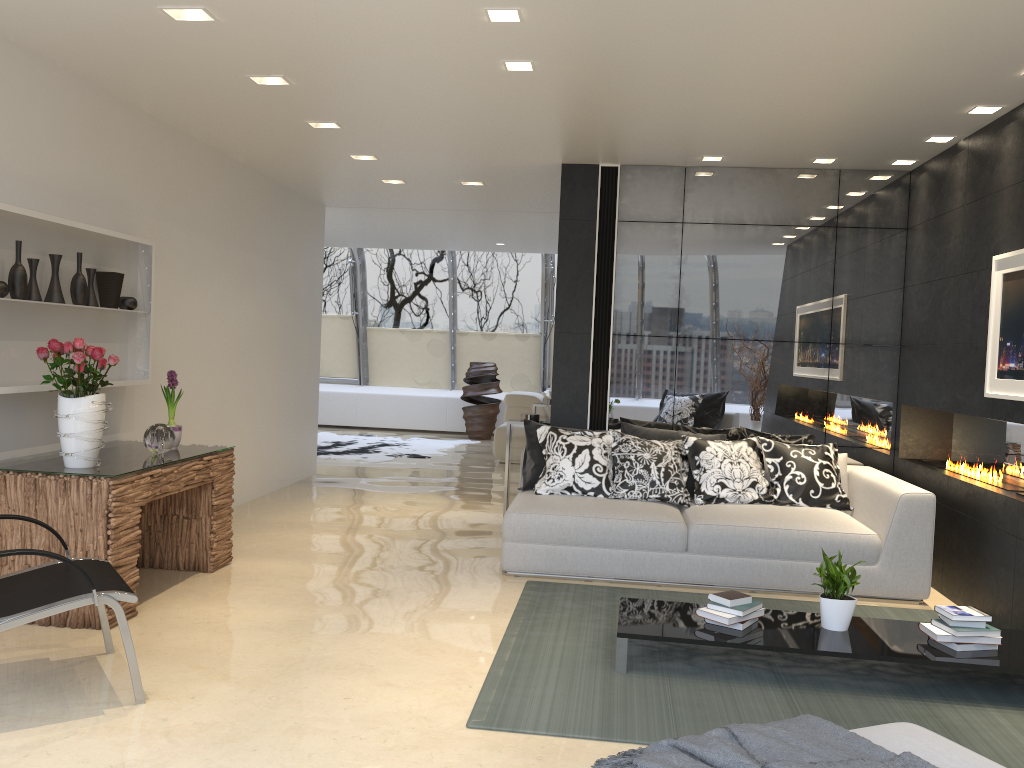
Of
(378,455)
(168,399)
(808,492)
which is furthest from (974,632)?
(378,455)

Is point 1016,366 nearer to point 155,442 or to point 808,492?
point 808,492

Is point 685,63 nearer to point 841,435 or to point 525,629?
point 525,629

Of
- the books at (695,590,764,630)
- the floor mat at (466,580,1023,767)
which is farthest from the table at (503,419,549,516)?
the books at (695,590,764,630)

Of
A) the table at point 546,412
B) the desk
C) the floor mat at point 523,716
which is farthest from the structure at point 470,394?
the floor mat at point 523,716

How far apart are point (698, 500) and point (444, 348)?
9.4m

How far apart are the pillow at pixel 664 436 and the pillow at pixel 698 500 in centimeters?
7cm

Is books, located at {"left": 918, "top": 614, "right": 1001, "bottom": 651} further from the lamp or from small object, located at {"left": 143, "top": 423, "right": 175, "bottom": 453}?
small object, located at {"left": 143, "top": 423, "right": 175, "bottom": 453}

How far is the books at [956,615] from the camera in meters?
3.9 m

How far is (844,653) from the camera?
3.82m
